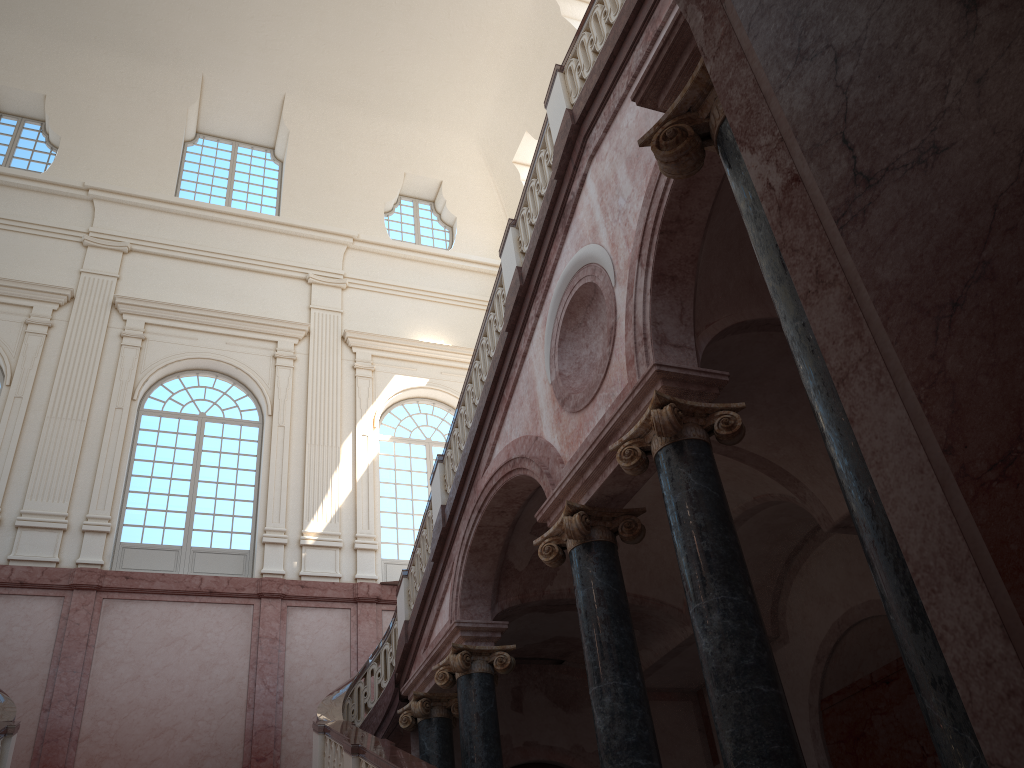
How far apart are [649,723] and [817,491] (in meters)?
3.25
